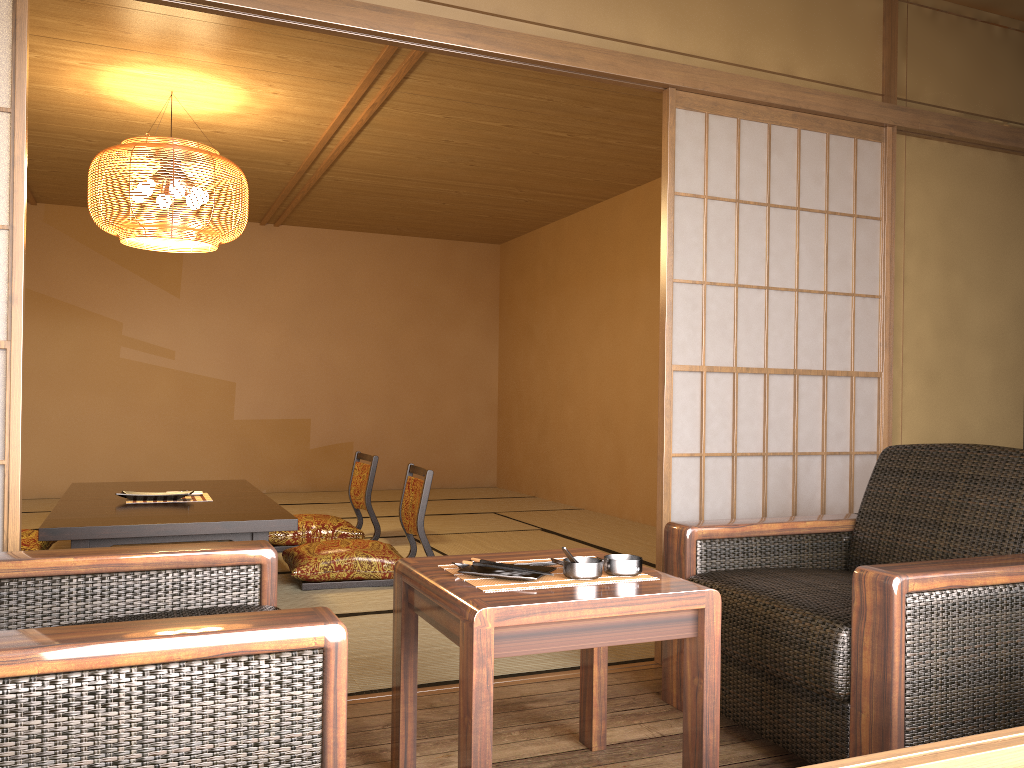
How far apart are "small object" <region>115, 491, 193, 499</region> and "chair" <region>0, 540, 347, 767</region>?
2.53m

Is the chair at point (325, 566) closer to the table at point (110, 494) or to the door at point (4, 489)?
the table at point (110, 494)

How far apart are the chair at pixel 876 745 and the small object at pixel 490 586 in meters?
0.4

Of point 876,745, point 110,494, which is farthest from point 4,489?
point 110,494

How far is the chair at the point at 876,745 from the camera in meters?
1.8

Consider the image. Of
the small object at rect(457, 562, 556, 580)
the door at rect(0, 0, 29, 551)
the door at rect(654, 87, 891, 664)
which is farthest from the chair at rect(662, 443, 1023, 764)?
the door at rect(0, 0, 29, 551)

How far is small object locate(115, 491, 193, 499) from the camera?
4.37m

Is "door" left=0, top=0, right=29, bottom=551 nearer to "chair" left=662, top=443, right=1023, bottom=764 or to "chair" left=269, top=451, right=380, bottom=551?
"chair" left=662, top=443, right=1023, bottom=764

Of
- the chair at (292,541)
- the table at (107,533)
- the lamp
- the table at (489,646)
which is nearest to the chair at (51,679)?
the table at (489,646)

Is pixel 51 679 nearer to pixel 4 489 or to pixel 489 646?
pixel 489 646
